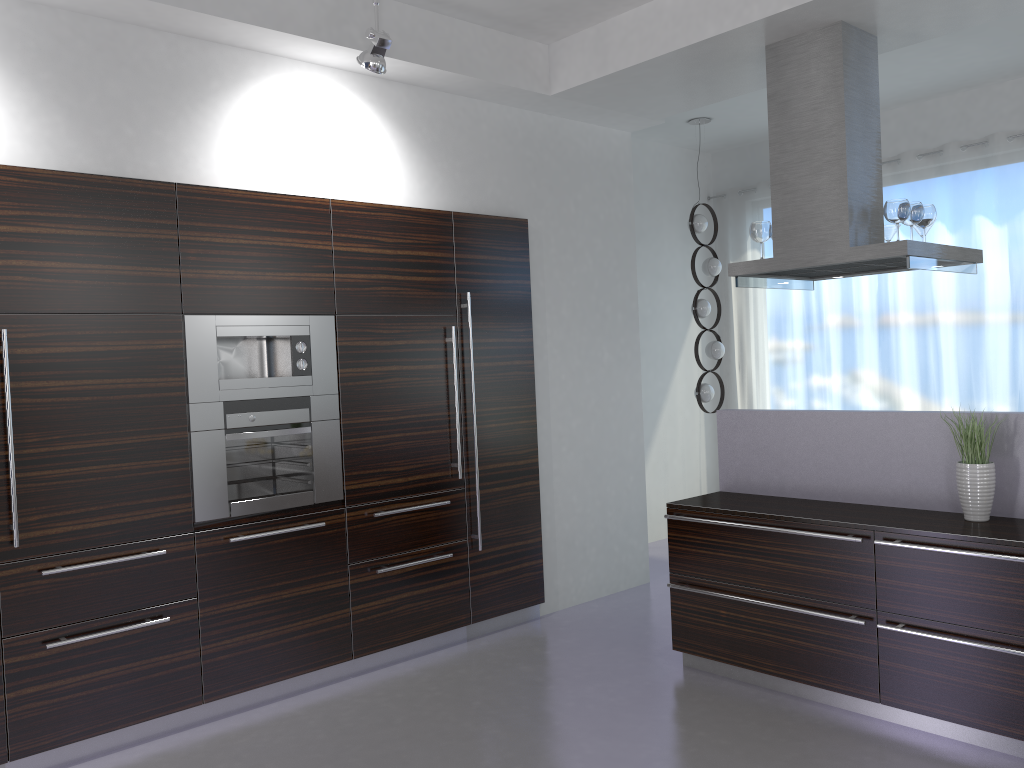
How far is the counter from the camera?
3.8 meters

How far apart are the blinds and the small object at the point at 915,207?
2.5 meters

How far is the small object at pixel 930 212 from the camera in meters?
4.5 m

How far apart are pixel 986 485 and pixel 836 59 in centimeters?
215cm

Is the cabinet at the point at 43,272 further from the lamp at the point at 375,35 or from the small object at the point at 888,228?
the small object at the point at 888,228

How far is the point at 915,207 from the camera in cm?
440

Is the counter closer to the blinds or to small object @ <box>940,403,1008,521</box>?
small object @ <box>940,403,1008,521</box>

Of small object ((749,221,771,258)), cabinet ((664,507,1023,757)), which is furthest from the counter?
small object ((749,221,771,258))

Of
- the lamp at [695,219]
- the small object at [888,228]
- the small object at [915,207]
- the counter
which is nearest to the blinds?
the lamp at [695,219]

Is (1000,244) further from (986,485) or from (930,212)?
(986,485)
